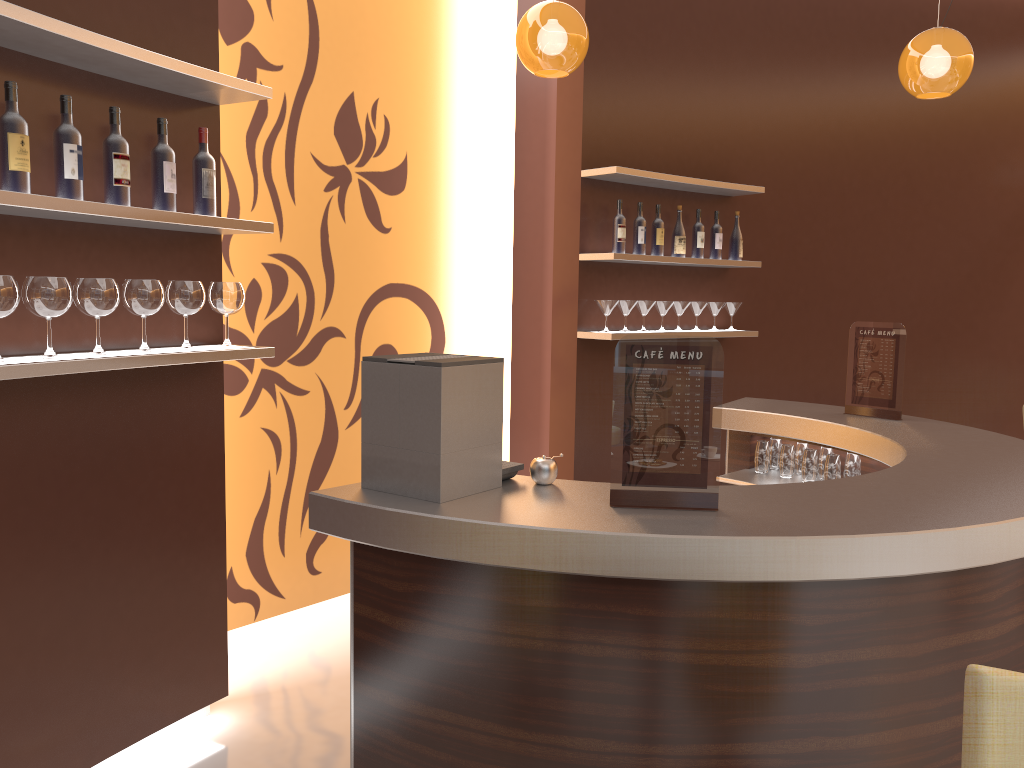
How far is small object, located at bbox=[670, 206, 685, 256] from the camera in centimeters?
512cm

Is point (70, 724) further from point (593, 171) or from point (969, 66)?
point (969, 66)

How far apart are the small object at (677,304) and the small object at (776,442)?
1.3 meters

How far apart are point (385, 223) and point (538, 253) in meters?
1.5 m

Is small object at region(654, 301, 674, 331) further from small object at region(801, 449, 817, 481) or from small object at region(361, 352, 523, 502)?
small object at region(361, 352, 523, 502)

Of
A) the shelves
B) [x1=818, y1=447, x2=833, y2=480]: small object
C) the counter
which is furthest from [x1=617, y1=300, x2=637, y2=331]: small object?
[x1=818, y1=447, x2=833, y2=480]: small object

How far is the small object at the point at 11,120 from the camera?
2.3m

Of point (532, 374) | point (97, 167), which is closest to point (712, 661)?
point (97, 167)

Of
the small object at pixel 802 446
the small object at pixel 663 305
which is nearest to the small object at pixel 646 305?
the small object at pixel 663 305

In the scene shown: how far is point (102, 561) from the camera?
2.8 meters
